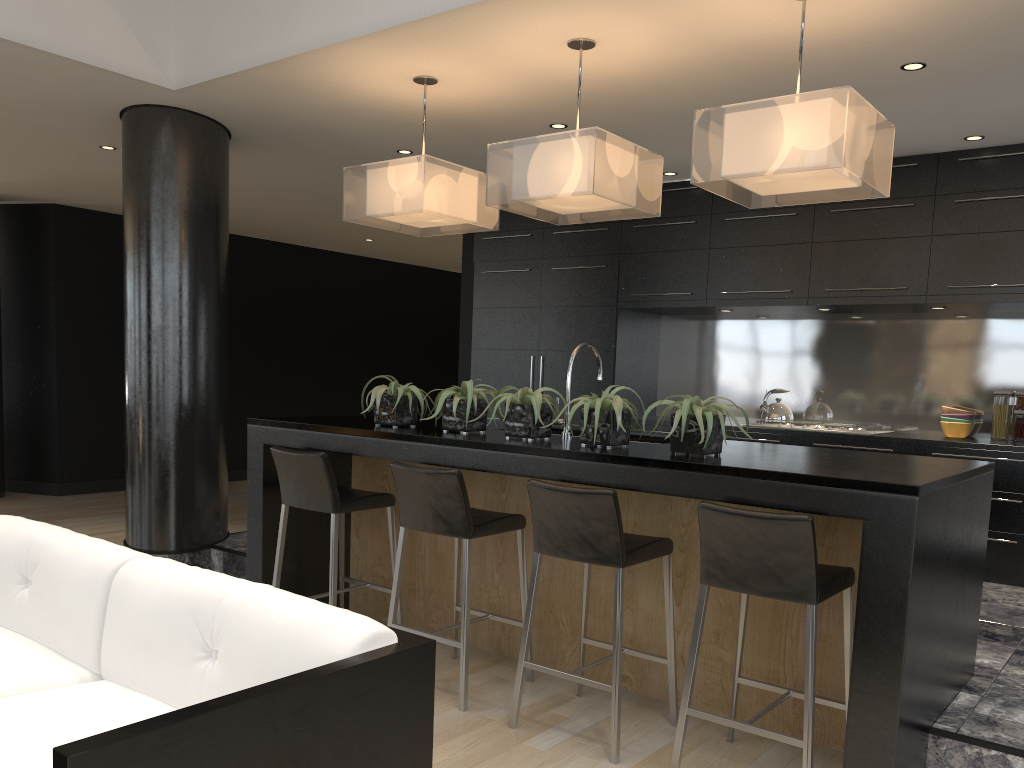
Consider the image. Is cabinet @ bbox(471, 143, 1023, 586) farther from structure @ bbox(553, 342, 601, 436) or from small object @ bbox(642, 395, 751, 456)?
small object @ bbox(642, 395, 751, 456)

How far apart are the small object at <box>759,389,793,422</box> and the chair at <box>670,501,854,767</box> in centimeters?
317cm

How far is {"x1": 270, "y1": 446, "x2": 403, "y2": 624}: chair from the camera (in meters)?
3.91

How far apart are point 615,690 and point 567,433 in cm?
121

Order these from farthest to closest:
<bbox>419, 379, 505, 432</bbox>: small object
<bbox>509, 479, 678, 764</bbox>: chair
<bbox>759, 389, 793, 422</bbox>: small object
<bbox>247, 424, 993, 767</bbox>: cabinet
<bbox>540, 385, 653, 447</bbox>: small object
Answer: <bbox>759, 389, 793, 422</bbox>: small object → <bbox>419, 379, 505, 432</bbox>: small object → <bbox>540, 385, 653, 447</bbox>: small object → <bbox>509, 479, 678, 764</bbox>: chair → <bbox>247, 424, 993, 767</bbox>: cabinet

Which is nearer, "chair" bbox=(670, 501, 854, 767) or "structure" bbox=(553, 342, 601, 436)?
"chair" bbox=(670, 501, 854, 767)

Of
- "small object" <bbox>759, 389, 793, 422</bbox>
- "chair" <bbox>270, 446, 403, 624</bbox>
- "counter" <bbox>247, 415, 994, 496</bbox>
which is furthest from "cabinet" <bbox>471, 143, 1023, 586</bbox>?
"chair" <bbox>270, 446, 403, 624</bbox>

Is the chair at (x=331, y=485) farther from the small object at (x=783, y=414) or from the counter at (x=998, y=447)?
the small object at (x=783, y=414)

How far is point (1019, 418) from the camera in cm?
552

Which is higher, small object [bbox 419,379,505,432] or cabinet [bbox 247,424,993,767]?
small object [bbox 419,379,505,432]
